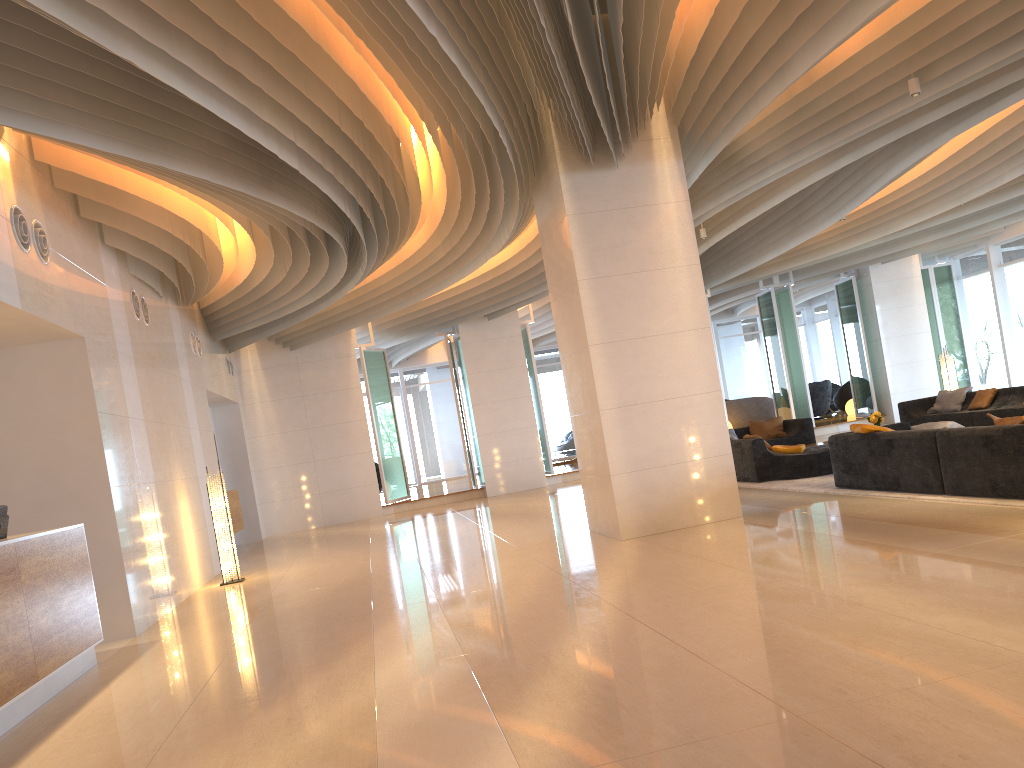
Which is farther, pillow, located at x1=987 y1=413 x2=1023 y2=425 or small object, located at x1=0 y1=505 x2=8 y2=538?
pillow, located at x1=987 y1=413 x2=1023 y2=425

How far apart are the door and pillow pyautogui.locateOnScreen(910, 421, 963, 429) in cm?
1845

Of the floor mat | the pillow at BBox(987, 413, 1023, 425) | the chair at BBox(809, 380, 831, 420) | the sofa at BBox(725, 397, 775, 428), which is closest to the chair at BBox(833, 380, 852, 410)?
the chair at BBox(809, 380, 831, 420)

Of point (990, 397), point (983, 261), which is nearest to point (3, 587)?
point (990, 397)

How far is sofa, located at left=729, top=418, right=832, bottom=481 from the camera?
11.0 meters

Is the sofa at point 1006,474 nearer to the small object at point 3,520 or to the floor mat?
the floor mat

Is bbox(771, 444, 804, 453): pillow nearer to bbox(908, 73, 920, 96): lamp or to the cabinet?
bbox(908, 73, 920, 96): lamp

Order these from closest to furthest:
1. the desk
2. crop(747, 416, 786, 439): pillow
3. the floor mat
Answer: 1. the desk
2. the floor mat
3. crop(747, 416, 786, 439): pillow

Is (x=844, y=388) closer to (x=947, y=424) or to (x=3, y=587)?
(x=947, y=424)

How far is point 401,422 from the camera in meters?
25.1
